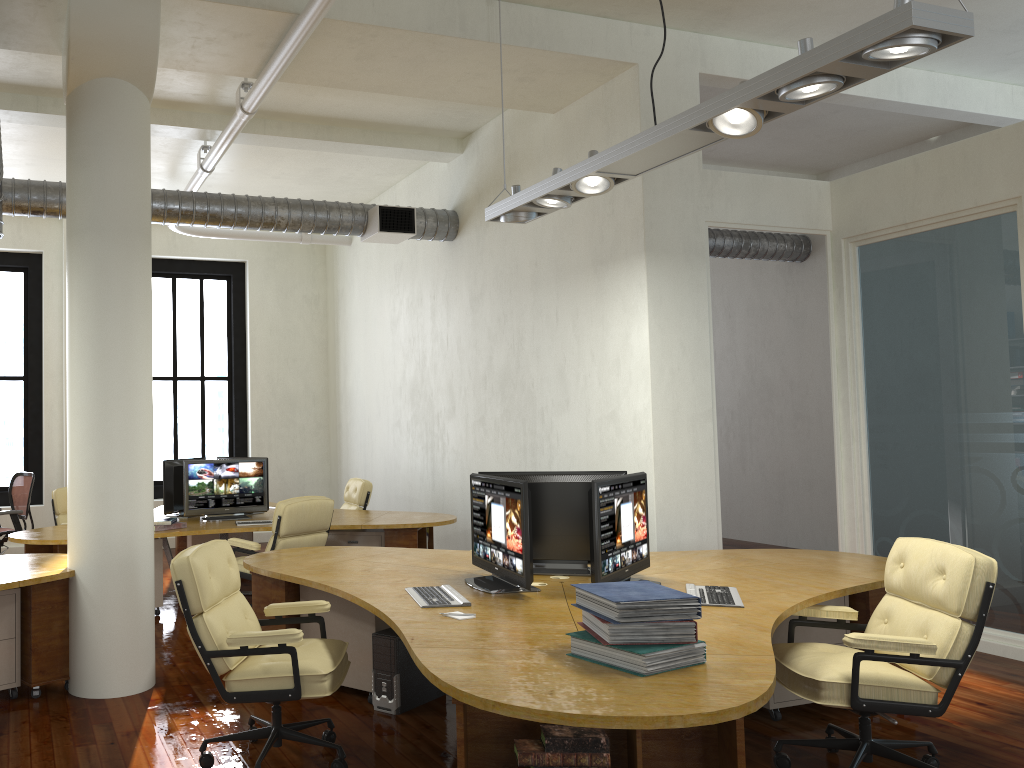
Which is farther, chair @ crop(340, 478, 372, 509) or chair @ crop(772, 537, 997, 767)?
chair @ crop(340, 478, 372, 509)

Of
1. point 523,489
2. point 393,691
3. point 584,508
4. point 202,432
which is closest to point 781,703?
point 584,508

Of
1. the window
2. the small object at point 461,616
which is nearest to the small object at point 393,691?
the small object at point 461,616

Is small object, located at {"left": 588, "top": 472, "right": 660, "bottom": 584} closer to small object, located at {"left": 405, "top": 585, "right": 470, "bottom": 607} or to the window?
small object, located at {"left": 405, "top": 585, "right": 470, "bottom": 607}

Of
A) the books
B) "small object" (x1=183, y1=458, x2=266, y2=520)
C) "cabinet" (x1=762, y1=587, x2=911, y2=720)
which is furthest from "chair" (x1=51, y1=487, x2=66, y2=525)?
the books

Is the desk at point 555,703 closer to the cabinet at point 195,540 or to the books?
the books

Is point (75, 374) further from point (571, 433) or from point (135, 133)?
point (571, 433)

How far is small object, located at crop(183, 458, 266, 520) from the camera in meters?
8.1

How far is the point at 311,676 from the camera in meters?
3.8

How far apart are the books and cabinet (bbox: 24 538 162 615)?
4.97m
